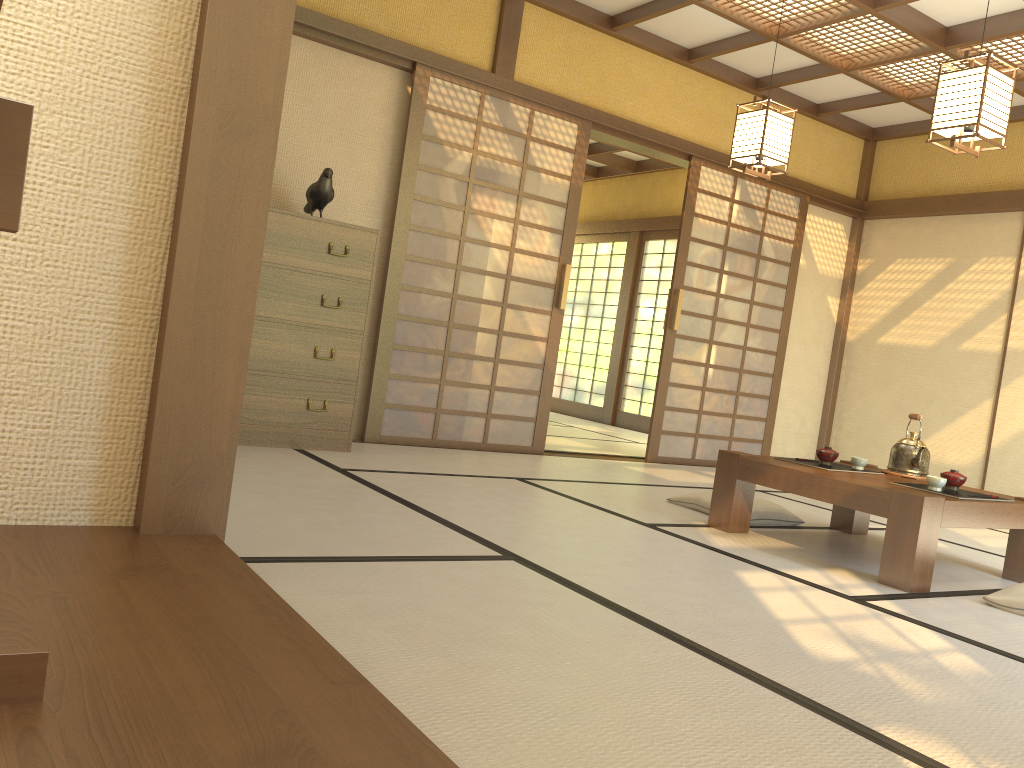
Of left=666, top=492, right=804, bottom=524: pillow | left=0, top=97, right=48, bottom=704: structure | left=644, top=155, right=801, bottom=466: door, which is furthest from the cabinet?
left=0, top=97, right=48, bottom=704: structure

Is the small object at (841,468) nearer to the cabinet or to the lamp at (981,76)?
the lamp at (981,76)

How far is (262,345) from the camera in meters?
4.4

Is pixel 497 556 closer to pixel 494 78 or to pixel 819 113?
pixel 494 78

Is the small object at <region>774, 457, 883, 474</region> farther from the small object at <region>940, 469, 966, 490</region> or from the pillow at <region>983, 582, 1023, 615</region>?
the pillow at <region>983, 582, 1023, 615</region>

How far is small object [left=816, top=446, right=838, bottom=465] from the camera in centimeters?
397cm

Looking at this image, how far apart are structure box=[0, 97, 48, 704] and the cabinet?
3.4m

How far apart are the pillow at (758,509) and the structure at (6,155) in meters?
3.6

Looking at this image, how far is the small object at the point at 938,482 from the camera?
3.49m

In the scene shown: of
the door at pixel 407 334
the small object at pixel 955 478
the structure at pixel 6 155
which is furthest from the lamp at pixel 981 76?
the structure at pixel 6 155
